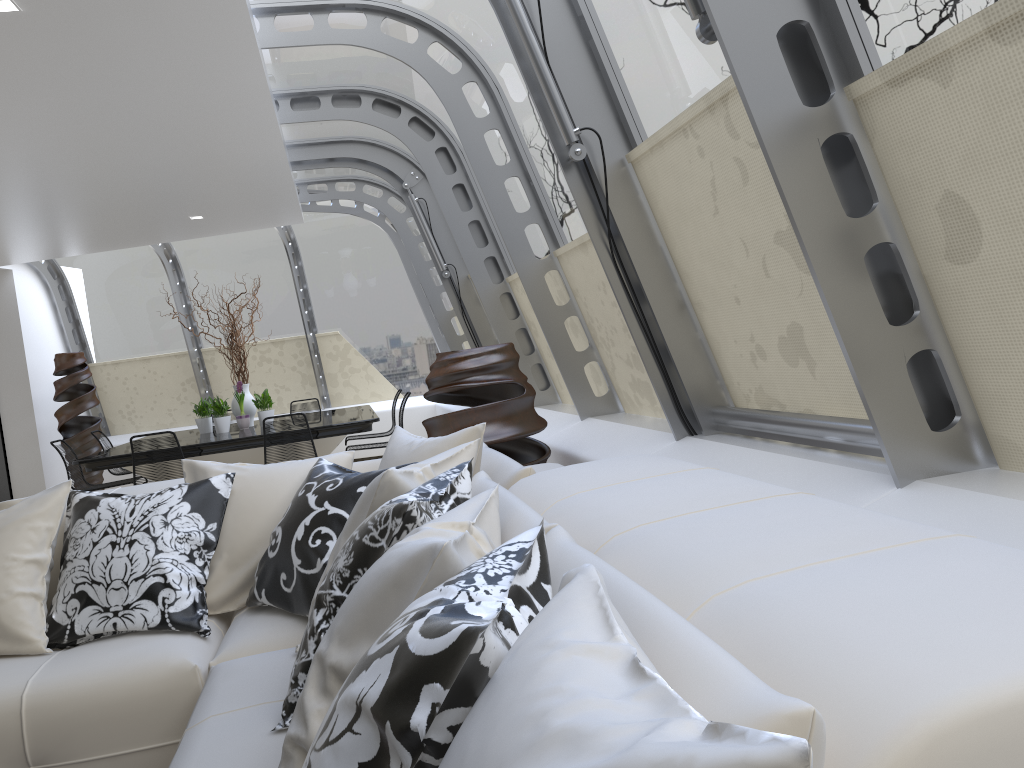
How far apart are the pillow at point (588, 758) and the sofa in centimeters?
2cm

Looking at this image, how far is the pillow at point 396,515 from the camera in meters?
1.8 m

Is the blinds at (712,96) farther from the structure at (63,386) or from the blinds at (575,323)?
the structure at (63,386)

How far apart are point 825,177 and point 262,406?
7.18m

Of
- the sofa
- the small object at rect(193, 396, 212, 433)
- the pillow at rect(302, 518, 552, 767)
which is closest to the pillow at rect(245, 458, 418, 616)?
the sofa

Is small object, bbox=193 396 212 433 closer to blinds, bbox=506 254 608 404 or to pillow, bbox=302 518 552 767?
blinds, bbox=506 254 608 404

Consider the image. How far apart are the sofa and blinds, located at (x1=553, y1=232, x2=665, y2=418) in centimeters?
106cm

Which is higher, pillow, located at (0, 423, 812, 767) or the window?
the window

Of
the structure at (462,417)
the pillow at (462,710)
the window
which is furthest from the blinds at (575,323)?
the pillow at (462,710)

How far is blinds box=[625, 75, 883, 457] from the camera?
2.76m
